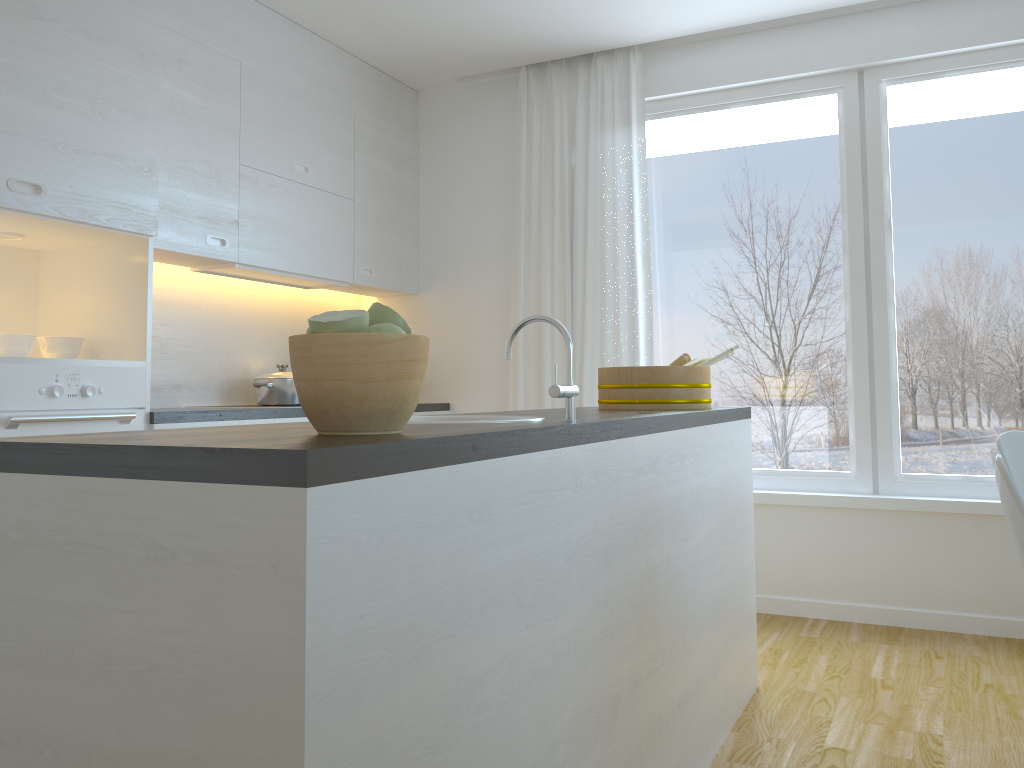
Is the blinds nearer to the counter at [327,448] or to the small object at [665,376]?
the small object at [665,376]

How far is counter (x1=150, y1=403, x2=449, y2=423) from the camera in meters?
3.0 m

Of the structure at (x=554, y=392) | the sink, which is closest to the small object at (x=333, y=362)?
the structure at (x=554, y=392)

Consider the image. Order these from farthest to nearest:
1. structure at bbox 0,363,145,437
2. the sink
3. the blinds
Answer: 1. the blinds
2. structure at bbox 0,363,145,437
3. the sink

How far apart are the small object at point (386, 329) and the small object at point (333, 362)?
0.03m

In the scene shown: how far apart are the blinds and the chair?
2.1m

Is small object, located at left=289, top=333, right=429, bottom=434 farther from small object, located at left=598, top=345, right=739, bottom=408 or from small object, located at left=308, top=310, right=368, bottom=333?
small object, located at left=598, top=345, right=739, bottom=408

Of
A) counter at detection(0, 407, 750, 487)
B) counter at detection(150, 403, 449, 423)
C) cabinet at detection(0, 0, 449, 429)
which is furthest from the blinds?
counter at detection(0, 407, 750, 487)

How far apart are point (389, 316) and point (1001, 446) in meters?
A: 1.6

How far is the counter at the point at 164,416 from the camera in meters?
3.0 m
